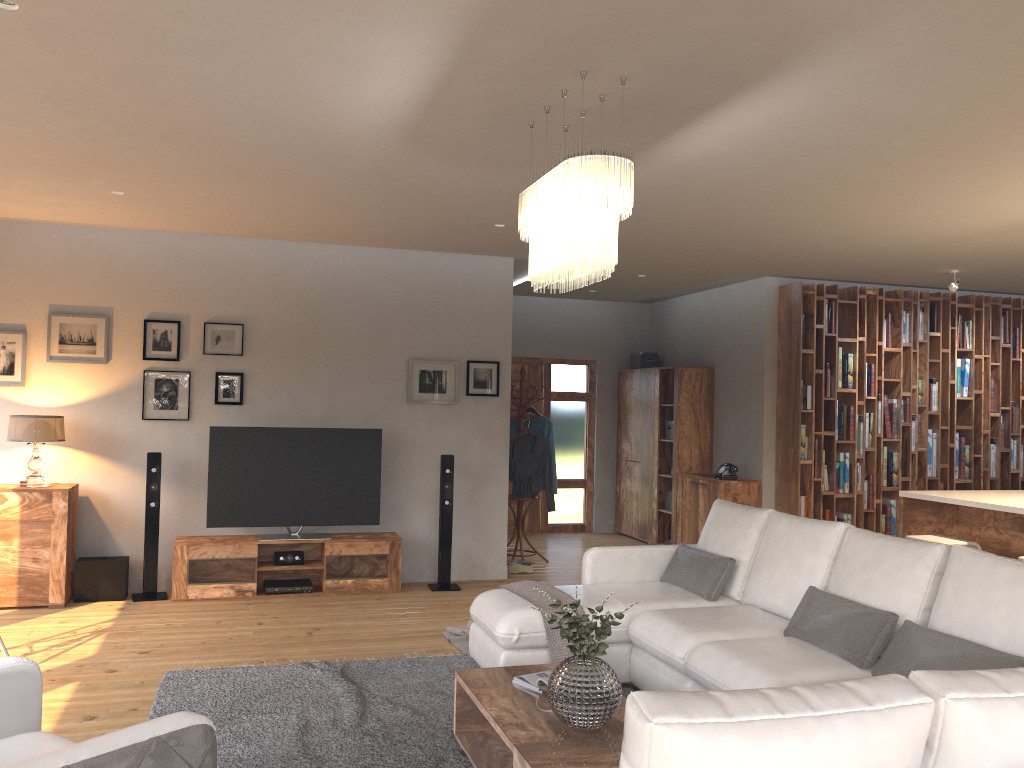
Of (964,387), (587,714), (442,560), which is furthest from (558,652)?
(964,387)

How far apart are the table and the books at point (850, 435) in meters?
5.3

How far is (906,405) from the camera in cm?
853

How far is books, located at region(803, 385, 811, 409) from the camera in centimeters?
820cm

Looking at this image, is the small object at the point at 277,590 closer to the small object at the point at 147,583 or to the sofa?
the small object at the point at 147,583

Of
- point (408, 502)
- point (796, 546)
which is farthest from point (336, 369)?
point (796, 546)

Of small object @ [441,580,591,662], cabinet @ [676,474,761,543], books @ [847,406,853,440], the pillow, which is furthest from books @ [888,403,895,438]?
small object @ [441,580,591,662]

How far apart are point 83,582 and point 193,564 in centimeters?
77cm

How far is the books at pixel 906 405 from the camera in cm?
853

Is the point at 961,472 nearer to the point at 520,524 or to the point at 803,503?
the point at 803,503
